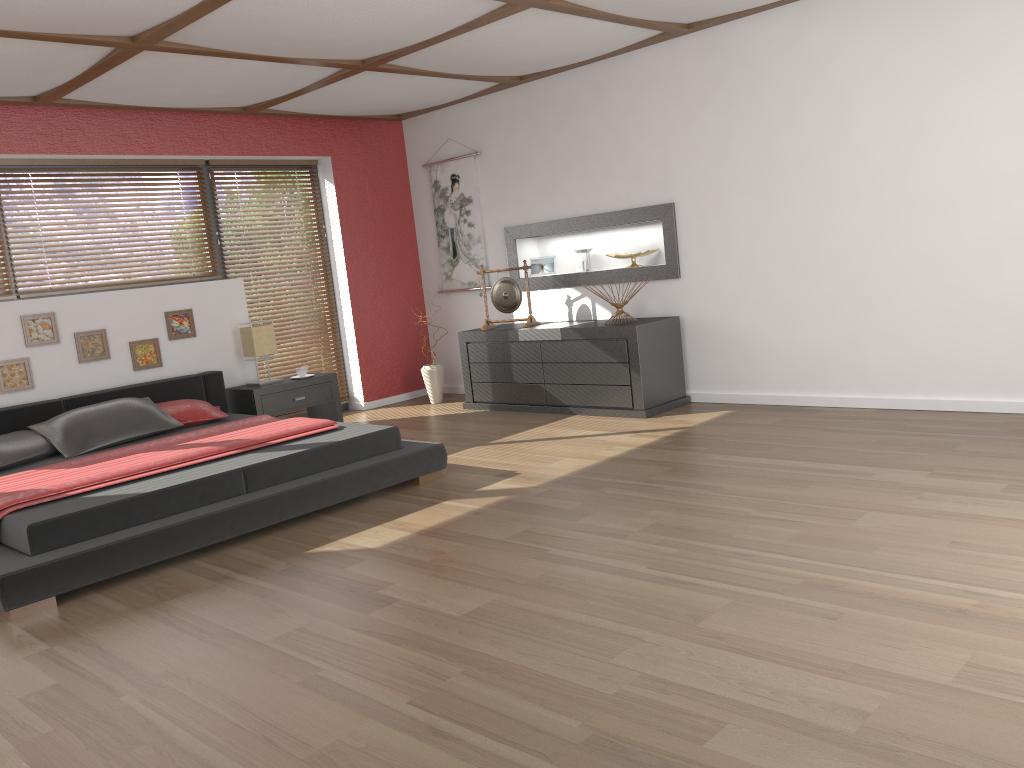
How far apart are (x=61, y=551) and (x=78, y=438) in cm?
169

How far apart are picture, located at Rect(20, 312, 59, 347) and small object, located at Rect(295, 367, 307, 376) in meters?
1.6

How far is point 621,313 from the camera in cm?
603

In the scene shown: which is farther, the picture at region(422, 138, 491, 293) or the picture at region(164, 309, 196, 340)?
the picture at region(422, 138, 491, 293)

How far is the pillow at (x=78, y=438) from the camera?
4.9m

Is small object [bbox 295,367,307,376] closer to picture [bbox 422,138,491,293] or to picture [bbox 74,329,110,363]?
picture [bbox 74,329,110,363]

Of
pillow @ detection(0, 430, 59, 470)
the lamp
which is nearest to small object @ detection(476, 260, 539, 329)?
the lamp

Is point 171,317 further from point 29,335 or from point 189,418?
point 189,418

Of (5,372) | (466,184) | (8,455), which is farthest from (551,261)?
(8,455)

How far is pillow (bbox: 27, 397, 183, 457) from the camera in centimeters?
495cm
